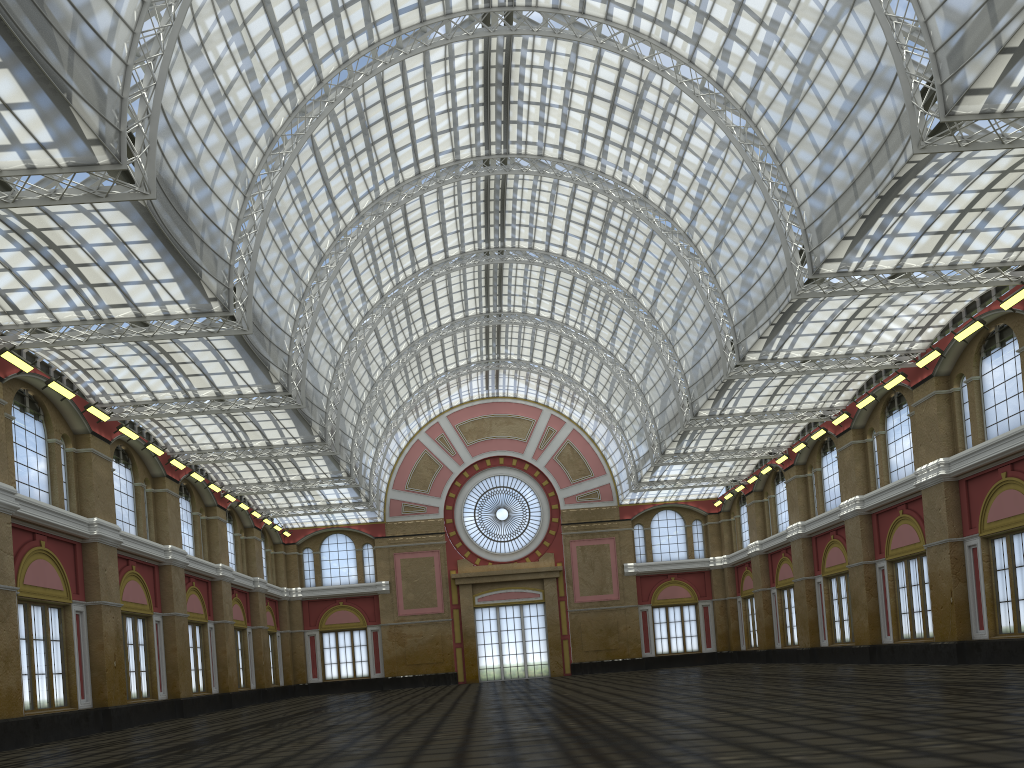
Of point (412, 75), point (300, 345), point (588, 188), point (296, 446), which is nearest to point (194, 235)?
point (300, 345)
